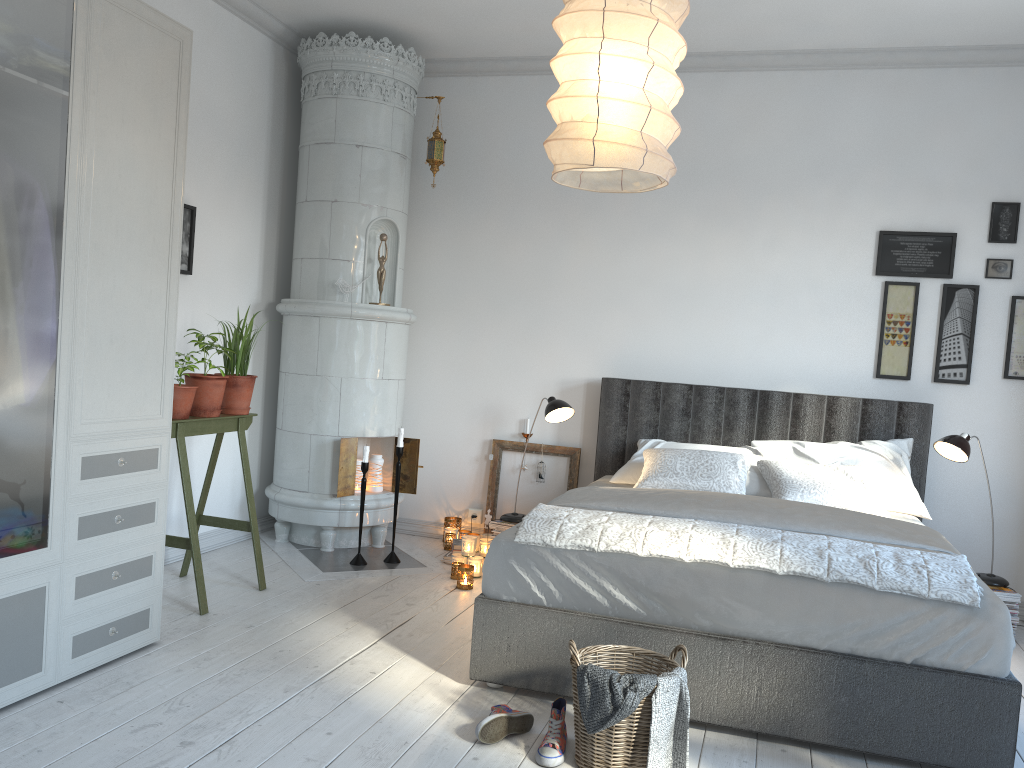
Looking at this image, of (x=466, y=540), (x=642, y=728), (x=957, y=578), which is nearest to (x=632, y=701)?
(x=642, y=728)

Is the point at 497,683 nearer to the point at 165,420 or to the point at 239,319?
the point at 165,420

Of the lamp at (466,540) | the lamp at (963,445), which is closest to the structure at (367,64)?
the lamp at (466,540)

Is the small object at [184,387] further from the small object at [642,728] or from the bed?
the small object at [642,728]

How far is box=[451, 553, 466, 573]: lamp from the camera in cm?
447

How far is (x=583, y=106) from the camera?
2.1m

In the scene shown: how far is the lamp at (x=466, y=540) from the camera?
4.45m

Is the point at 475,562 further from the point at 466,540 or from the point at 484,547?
the point at 484,547

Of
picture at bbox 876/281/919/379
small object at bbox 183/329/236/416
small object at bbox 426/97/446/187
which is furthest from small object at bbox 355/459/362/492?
picture at bbox 876/281/919/379

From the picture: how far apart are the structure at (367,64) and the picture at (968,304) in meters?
2.7 m
